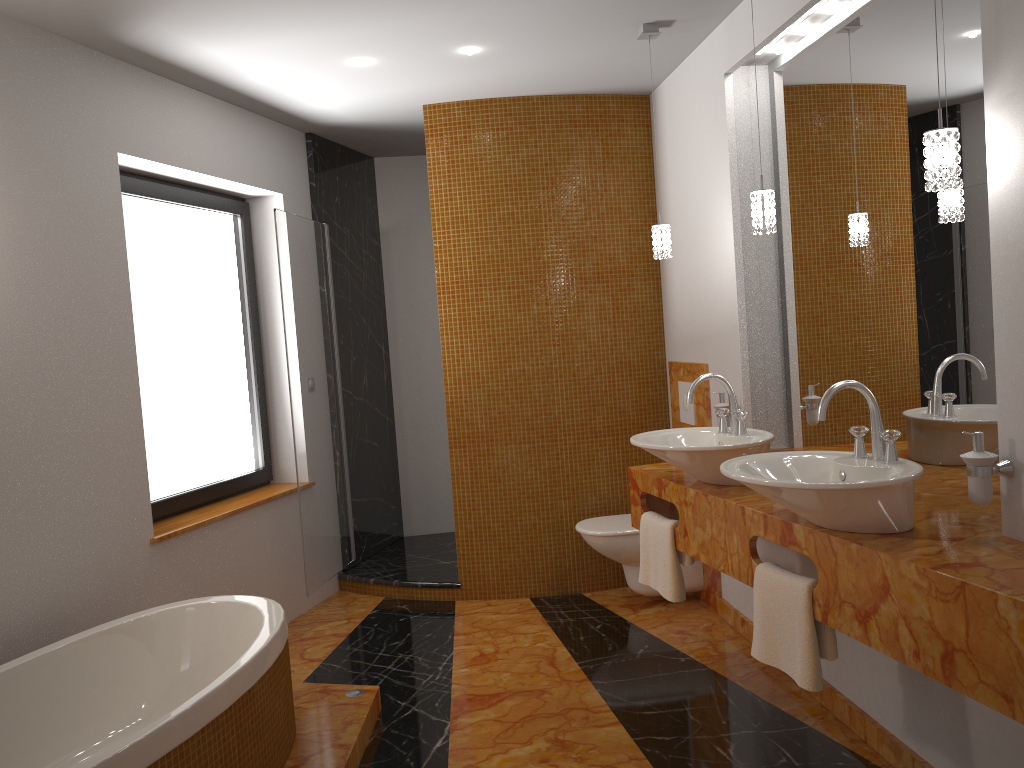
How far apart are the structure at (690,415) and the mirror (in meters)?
0.58

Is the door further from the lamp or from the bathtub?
the lamp

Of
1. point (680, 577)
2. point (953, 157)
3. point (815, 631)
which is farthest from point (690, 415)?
point (953, 157)

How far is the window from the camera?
3.8m

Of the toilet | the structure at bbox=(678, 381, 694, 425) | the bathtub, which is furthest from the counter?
the bathtub

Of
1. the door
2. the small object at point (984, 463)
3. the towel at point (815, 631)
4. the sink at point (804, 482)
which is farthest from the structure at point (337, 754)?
the small object at point (984, 463)

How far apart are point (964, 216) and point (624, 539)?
2.2m

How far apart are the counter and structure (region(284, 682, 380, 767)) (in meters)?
1.15

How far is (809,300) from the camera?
3.20m

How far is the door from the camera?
4.2 meters
